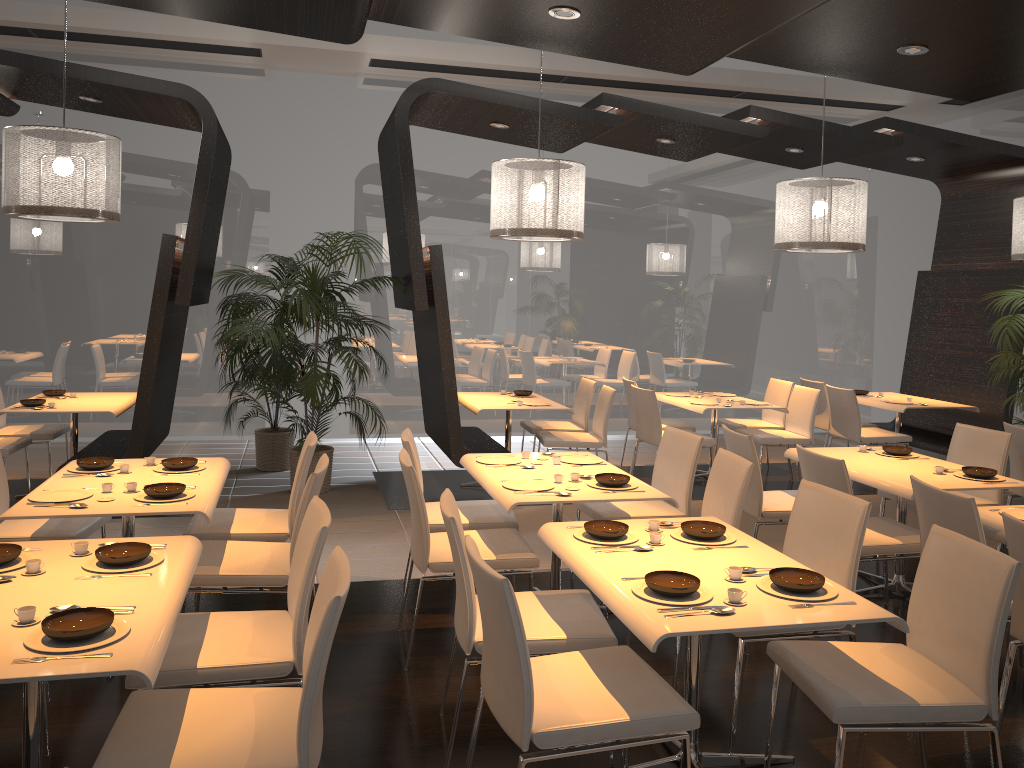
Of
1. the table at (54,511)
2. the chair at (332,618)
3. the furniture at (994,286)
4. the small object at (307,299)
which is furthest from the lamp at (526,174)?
the furniture at (994,286)

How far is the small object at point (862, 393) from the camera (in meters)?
8.58

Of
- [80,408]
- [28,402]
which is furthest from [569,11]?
[28,402]

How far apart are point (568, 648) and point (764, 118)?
5.33m

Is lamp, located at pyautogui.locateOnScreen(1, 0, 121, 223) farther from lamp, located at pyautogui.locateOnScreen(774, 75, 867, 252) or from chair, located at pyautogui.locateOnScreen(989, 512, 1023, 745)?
chair, located at pyautogui.locateOnScreen(989, 512, 1023, 745)

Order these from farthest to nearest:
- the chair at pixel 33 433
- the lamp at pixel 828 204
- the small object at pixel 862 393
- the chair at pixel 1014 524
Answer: the small object at pixel 862 393, the chair at pixel 33 433, the lamp at pixel 828 204, the chair at pixel 1014 524

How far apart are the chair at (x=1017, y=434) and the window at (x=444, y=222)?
4.74m

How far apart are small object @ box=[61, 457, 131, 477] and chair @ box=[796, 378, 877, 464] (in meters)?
6.31

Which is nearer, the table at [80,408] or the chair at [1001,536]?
the chair at [1001,536]

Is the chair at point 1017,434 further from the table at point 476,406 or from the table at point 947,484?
the table at point 476,406
